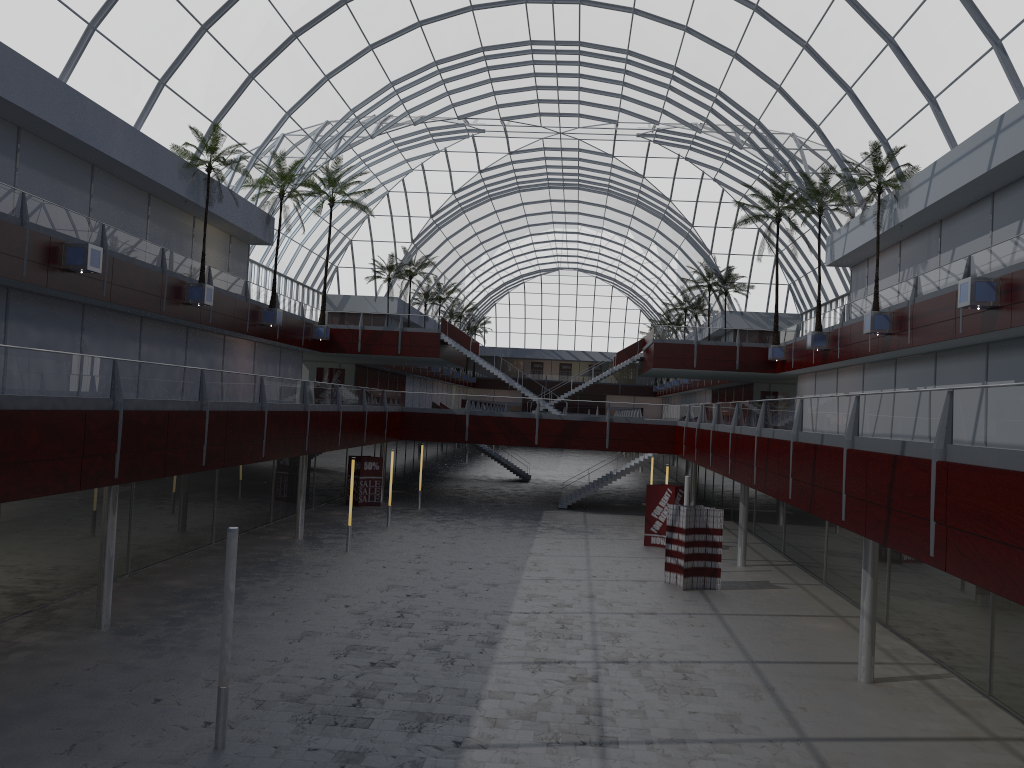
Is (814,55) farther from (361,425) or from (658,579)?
(361,425)
